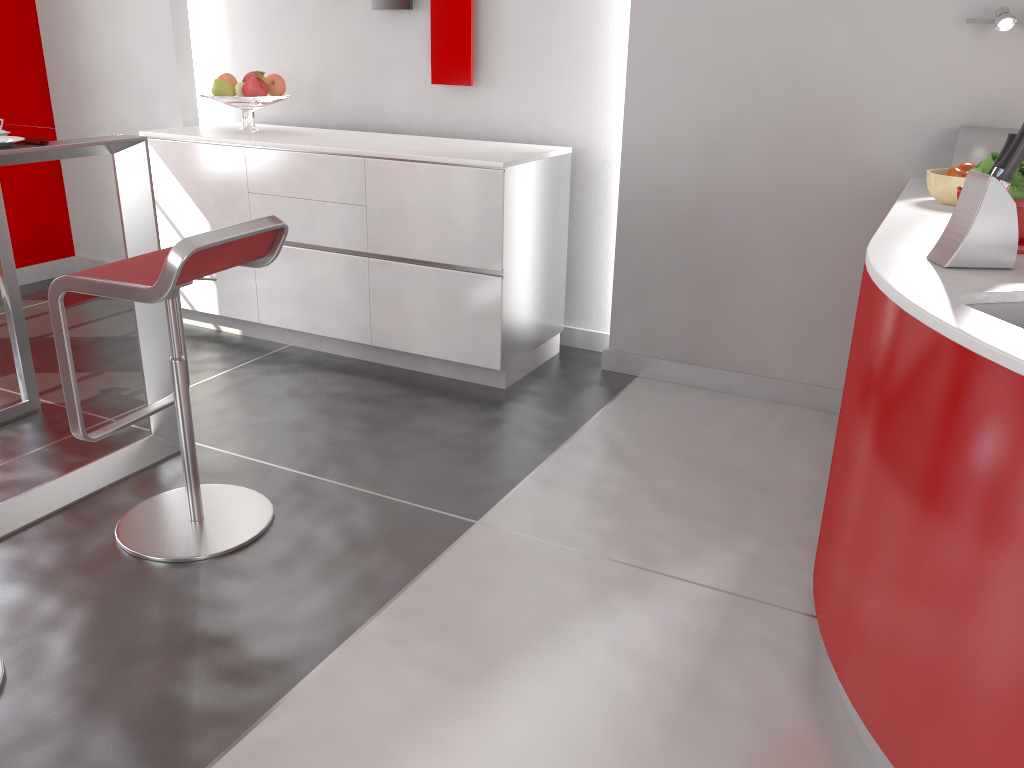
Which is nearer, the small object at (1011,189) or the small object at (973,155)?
the small object at (1011,189)

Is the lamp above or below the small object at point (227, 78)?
above

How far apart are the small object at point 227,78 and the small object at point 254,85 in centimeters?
15cm

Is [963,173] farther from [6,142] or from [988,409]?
[6,142]

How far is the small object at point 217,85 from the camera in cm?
380

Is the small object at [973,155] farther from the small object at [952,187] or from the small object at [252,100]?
the small object at [252,100]

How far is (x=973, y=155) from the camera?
2.7m

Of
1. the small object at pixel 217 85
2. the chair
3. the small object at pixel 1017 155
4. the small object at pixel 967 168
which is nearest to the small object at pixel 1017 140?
the small object at pixel 1017 155

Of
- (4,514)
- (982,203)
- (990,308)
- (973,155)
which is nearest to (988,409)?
(990,308)

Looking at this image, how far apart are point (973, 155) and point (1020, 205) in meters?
1.0 m
